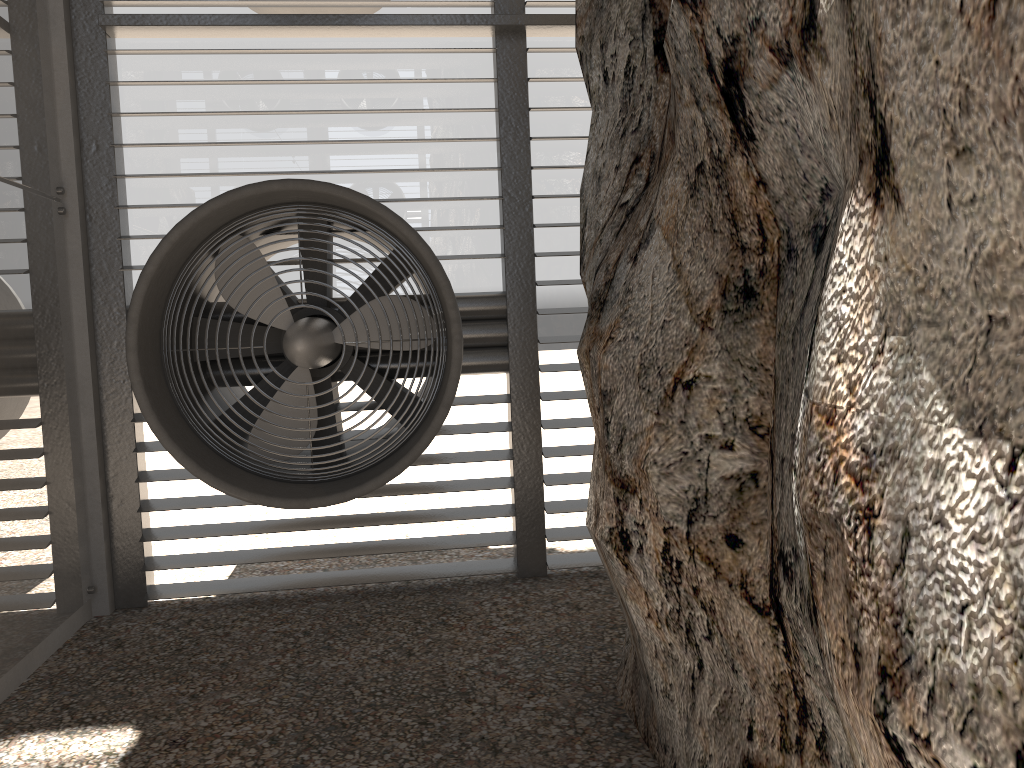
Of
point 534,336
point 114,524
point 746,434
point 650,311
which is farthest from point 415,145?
point 746,434
